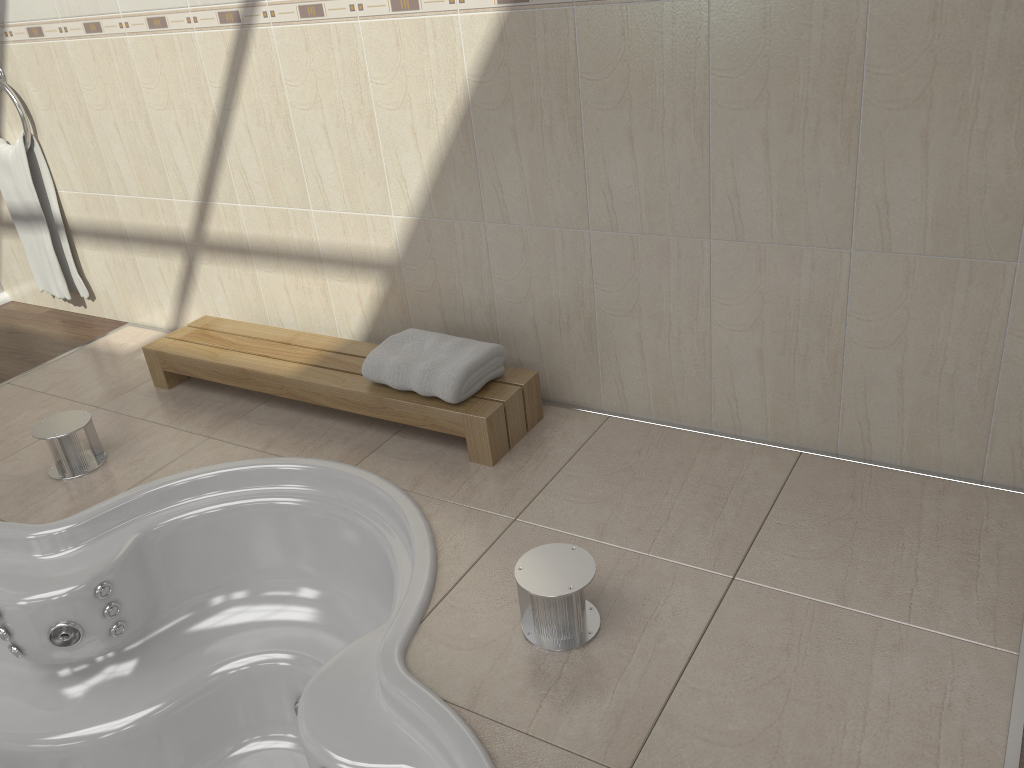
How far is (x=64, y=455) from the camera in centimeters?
233cm

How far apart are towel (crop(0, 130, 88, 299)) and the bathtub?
1.44m

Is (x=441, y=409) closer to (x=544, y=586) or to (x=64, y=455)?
(x=544, y=586)

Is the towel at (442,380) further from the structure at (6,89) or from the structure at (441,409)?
the structure at (6,89)

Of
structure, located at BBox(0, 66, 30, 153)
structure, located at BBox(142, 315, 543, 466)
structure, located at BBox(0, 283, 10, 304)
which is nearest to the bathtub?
structure, located at BBox(142, 315, 543, 466)

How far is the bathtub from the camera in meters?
1.6 m

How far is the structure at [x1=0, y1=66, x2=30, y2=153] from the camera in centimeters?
303cm

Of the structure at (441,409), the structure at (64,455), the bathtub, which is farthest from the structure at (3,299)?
the bathtub

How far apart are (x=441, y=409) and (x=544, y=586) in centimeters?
72cm

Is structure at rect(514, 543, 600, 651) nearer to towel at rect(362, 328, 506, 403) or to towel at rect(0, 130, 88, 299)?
towel at rect(362, 328, 506, 403)
